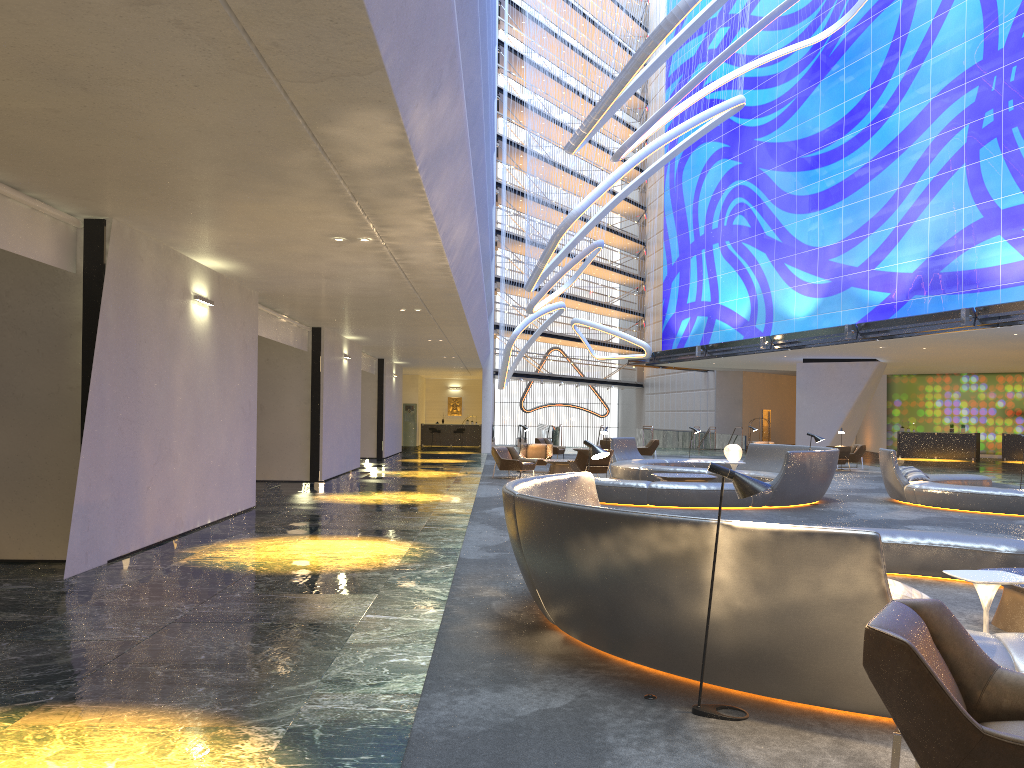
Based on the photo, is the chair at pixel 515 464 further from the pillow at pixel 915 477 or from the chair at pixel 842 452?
the chair at pixel 842 452

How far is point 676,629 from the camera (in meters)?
4.85

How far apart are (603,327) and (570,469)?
21.5m

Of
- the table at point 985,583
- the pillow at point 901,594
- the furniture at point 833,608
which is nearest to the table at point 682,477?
the furniture at point 833,608

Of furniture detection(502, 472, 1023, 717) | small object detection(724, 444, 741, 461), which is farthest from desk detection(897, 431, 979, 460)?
furniture detection(502, 472, 1023, 717)

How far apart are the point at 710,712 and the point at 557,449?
26.0m

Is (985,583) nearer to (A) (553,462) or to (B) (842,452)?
(A) (553,462)

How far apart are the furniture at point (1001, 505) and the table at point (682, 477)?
3.27m

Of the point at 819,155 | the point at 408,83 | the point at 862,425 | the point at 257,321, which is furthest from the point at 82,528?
the point at 862,425

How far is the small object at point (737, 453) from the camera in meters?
18.3
